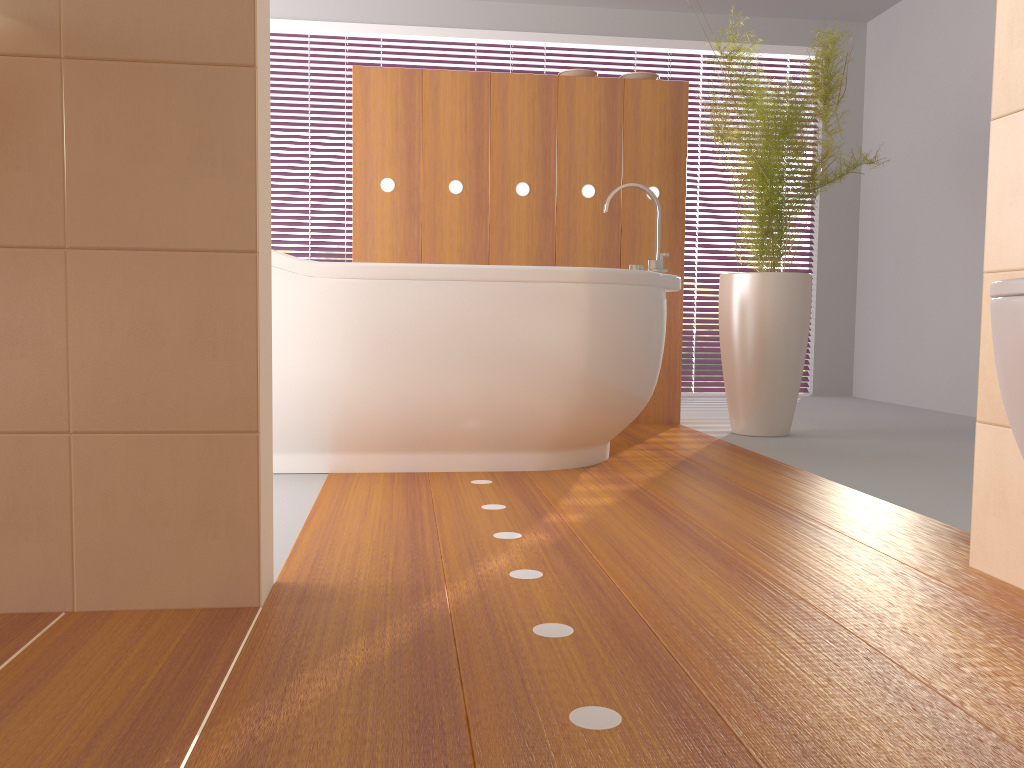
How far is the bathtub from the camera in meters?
2.4 m

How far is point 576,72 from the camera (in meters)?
3.76

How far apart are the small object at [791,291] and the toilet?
2.5m

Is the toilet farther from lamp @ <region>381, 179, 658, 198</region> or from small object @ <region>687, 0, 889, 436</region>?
lamp @ <region>381, 179, 658, 198</region>

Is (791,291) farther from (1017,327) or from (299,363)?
(1017,327)

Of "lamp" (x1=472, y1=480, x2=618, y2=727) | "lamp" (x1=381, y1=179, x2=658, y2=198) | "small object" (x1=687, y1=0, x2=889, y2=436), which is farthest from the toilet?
"lamp" (x1=381, y1=179, x2=658, y2=198)

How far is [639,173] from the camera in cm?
376

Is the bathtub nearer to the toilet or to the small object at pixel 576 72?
the small object at pixel 576 72

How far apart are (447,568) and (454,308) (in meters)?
1.04

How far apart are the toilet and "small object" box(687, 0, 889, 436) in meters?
2.5 m
